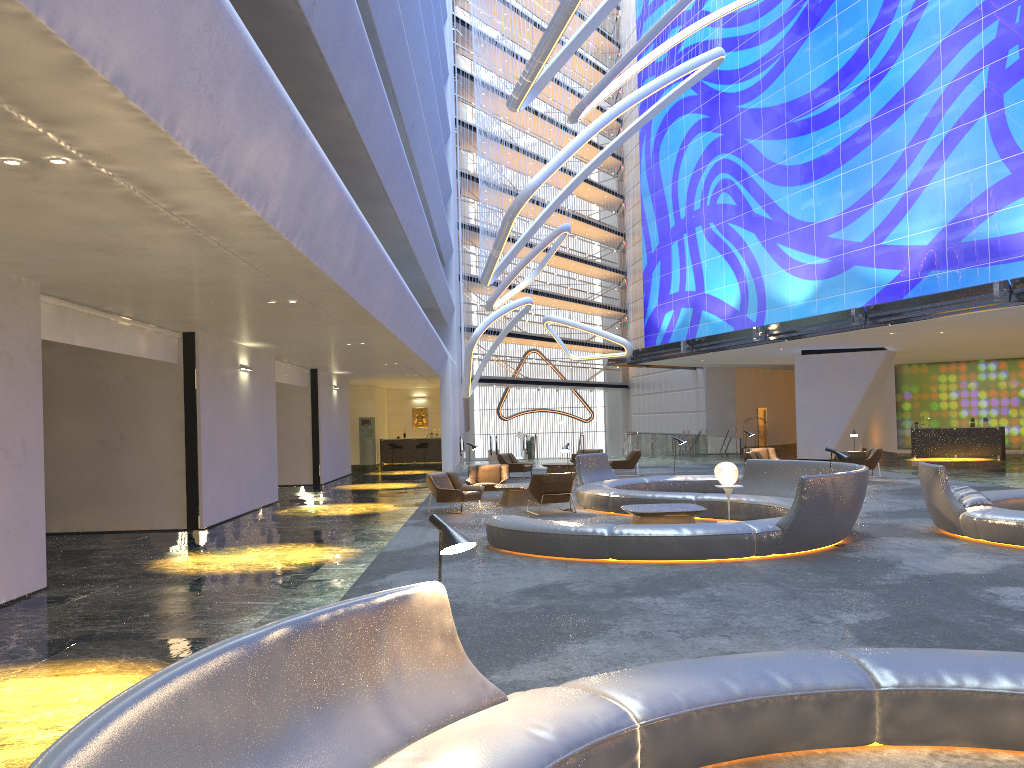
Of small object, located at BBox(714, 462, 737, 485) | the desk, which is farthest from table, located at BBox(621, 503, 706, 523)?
the desk

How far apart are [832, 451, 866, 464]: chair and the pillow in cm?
1011

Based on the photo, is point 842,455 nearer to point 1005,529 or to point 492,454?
point 1005,529

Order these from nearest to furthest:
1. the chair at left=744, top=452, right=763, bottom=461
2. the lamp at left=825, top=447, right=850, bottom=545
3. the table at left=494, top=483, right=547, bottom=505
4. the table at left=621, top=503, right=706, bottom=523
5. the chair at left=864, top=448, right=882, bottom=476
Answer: the lamp at left=825, top=447, right=850, bottom=545, the table at left=621, top=503, right=706, bottom=523, the table at left=494, top=483, right=547, bottom=505, the chair at left=744, top=452, right=763, bottom=461, the chair at left=864, top=448, right=882, bottom=476

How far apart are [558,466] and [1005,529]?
16.2m

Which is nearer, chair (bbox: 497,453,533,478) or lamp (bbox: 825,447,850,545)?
lamp (bbox: 825,447,850,545)

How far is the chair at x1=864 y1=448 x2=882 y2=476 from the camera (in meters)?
23.40

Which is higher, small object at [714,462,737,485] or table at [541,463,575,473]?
small object at [714,462,737,485]

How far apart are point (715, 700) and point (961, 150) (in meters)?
23.92

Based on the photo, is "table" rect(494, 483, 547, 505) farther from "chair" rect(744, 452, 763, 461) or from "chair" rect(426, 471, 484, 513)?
"chair" rect(744, 452, 763, 461)
